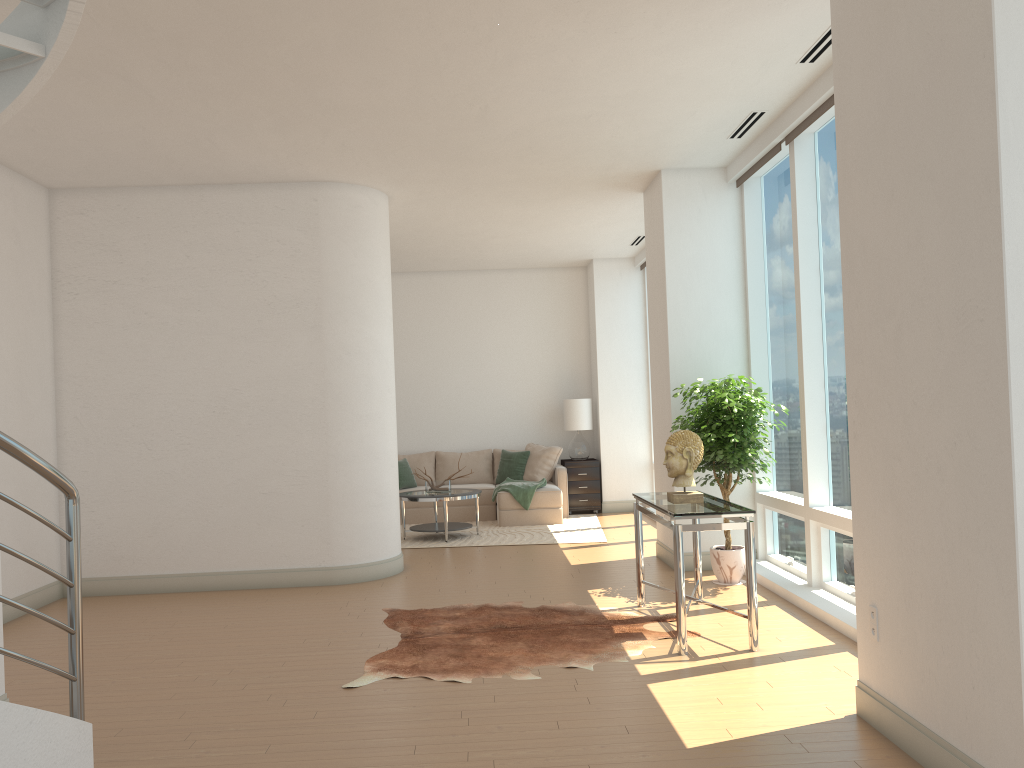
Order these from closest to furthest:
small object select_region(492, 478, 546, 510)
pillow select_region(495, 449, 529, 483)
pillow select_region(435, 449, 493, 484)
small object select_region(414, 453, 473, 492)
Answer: small object select_region(414, 453, 473, 492)
small object select_region(492, 478, 546, 510)
pillow select_region(495, 449, 529, 483)
pillow select_region(435, 449, 493, 484)

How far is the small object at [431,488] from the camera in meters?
9.9

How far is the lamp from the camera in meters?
11.8

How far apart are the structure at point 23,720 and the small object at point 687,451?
3.5m

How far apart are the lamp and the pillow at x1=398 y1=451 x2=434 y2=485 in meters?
1.9

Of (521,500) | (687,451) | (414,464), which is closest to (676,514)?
(687,451)

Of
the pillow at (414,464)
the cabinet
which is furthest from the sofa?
the pillow at (414,464)

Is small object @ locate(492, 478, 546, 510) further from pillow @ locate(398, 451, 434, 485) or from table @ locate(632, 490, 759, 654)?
table @ locate(632, 490, 759, 654)

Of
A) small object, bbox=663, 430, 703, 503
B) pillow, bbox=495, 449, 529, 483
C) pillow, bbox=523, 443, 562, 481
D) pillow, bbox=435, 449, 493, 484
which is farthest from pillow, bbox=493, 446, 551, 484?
small object, bbox=663, 430, 703, 503

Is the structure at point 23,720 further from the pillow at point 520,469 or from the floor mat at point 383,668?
the pillow at point 520,469
